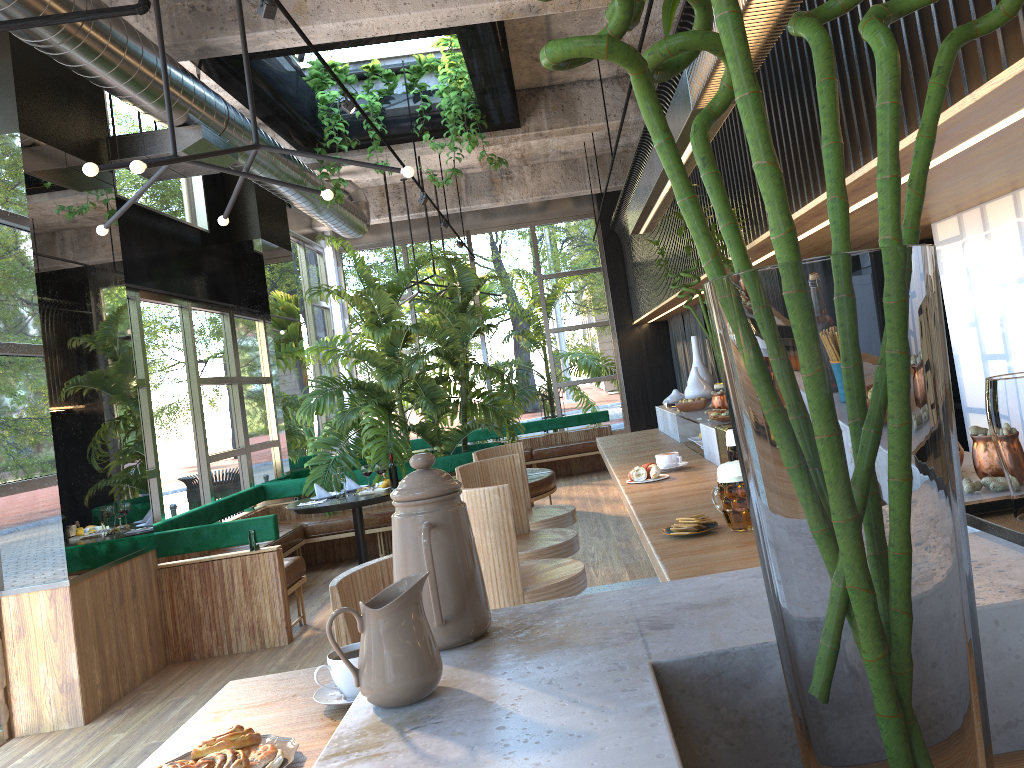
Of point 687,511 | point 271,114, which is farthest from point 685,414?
point 271,114

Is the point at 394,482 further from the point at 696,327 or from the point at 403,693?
the point at 696,327

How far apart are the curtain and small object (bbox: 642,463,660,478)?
6.5 meters

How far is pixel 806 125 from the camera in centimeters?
368cm

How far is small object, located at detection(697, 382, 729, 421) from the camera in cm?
370

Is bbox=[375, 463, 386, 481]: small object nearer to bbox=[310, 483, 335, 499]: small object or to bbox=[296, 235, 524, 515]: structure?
bbox=[296, 235, 524, 515]: structure

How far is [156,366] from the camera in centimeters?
715cm

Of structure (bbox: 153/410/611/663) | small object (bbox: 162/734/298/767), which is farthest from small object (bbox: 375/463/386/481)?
small object (bbox: 162/734/298/767)

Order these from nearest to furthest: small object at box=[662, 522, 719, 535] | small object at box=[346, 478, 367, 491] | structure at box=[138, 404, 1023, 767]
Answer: structure at box=[138, 404, 1023, 767] → small object at box=[662, 522, 719, 535] → small object at box=[346, 478, 367, 491]

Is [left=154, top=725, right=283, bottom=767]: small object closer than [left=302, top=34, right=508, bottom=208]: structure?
Yes
